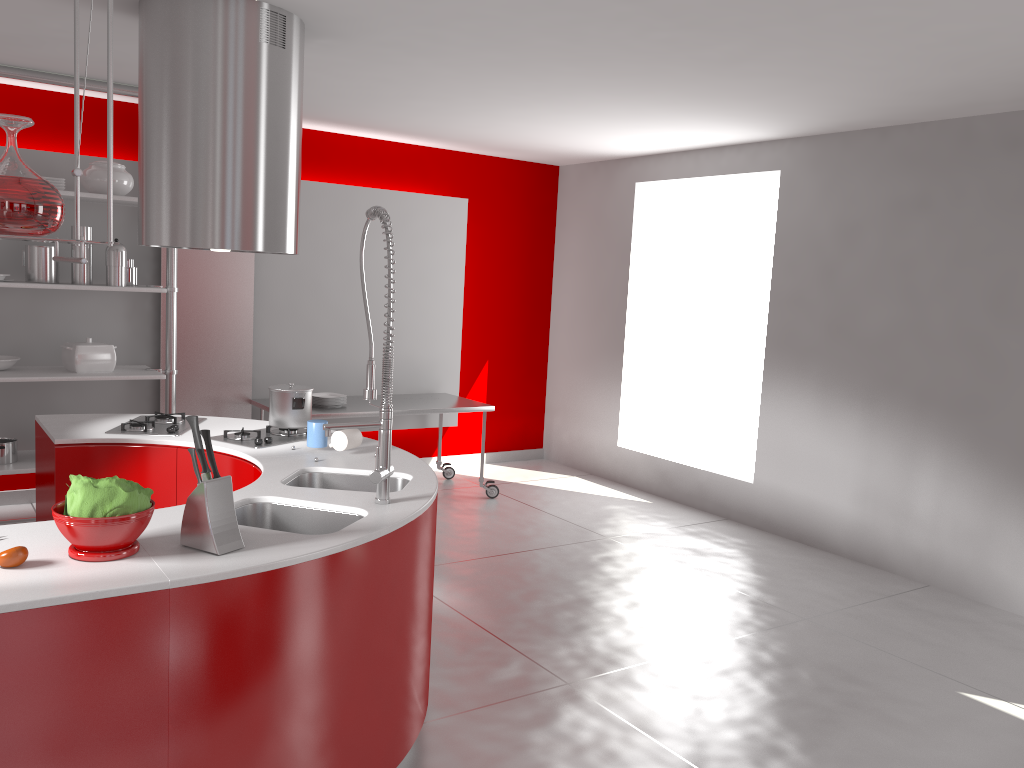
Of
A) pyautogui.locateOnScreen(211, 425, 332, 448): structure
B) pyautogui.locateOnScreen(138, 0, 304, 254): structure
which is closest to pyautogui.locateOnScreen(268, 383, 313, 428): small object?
pyautogui.locateOnScreen(211, 425, 332, 448): structure

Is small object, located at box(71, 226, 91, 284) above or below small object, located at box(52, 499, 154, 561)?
above

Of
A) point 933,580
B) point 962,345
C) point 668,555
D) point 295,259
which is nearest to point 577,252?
point 295,259

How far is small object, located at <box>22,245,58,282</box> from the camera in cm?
491

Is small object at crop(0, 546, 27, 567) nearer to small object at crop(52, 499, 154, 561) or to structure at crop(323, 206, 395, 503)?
small object at crop(52, 499, 154, 561)

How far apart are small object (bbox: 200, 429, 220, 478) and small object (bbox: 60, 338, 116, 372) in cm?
330

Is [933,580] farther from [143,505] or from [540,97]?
[143,505]

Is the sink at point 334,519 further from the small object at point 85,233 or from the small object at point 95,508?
the small object at point 85,233

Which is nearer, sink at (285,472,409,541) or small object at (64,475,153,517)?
small object at (64,475,153,517)

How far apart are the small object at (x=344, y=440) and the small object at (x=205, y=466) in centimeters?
116cm
